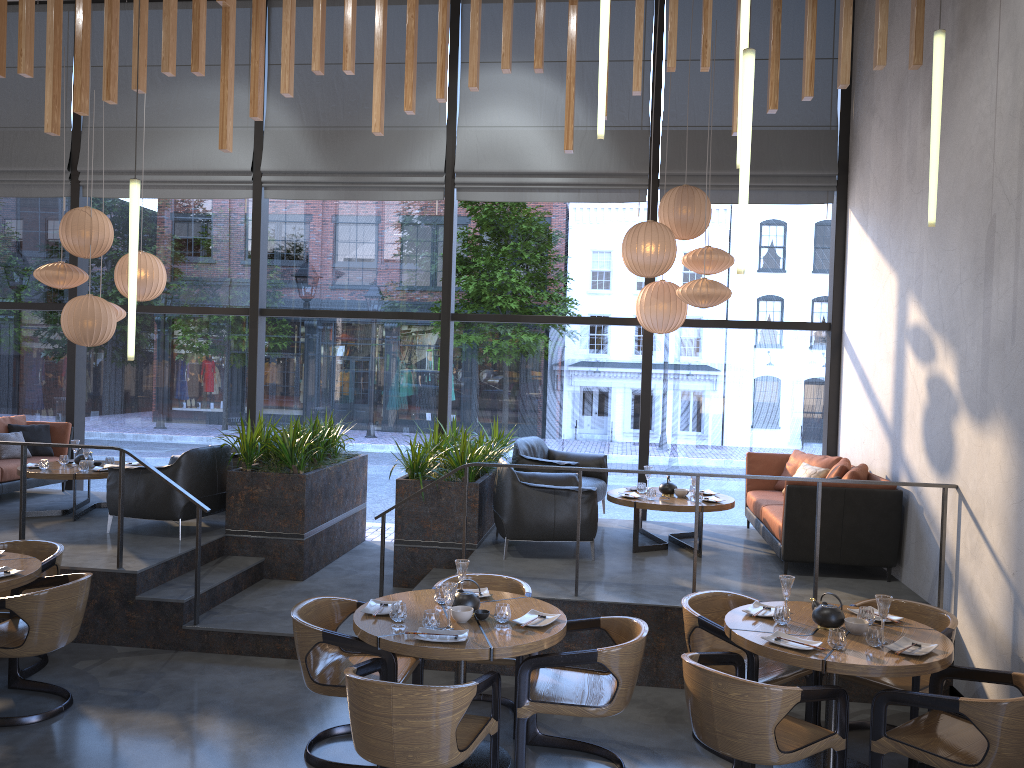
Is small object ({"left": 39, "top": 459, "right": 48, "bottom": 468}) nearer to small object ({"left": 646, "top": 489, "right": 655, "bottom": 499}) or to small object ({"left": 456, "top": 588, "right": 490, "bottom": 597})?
small object ({"left": 456, "top": 588, "right": 490, "bottom": 597})

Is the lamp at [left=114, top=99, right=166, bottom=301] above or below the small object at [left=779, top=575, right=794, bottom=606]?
above

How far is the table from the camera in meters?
4.0

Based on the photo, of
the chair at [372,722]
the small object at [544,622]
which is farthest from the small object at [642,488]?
the small object at [544,622]

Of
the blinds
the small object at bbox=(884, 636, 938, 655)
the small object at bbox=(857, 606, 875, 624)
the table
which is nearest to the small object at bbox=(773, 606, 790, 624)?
the table

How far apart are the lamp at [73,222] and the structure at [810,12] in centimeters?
158cm

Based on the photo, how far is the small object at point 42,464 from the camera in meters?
8.1 m

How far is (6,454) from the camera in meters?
8.9

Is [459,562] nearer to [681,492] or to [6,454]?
[681,492]

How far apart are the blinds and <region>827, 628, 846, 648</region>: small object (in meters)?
5.47
